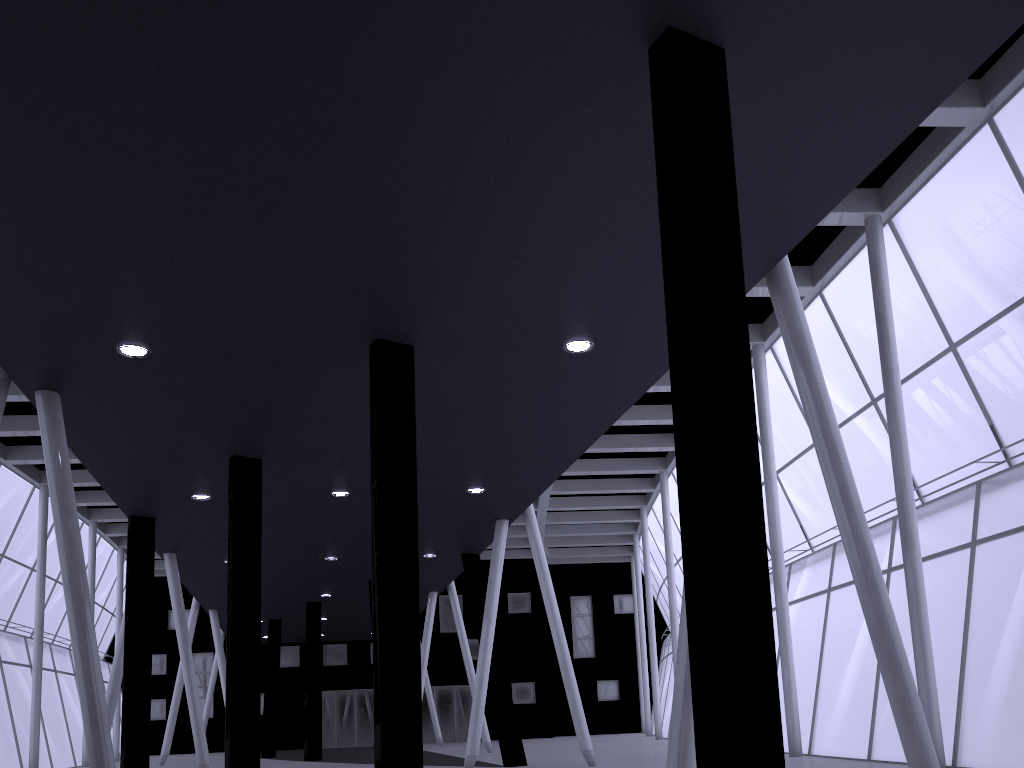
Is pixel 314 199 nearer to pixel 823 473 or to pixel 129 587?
pixel 823 473

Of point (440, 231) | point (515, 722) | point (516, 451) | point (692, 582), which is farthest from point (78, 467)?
point (692, 582)

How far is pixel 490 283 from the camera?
13.5m
